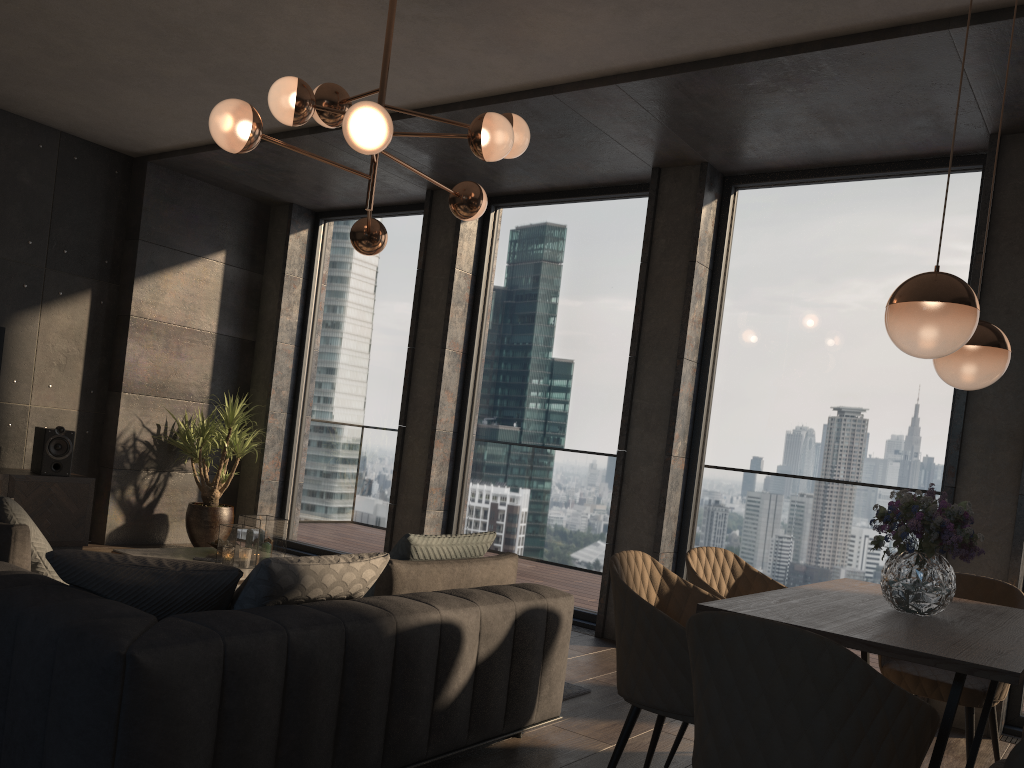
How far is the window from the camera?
5.0 meters

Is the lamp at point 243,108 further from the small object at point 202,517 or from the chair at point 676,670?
the small object at point 202,517

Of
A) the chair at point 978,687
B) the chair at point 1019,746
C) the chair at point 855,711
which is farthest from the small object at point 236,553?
the chair at point 1019,746

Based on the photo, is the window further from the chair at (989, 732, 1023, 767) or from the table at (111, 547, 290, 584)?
the chair at (989, 732, 1023, 767)

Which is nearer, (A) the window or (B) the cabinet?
(A) the window

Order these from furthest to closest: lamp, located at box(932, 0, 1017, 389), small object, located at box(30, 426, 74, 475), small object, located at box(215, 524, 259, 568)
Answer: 1. small object, located at box(30, 426, 74, 475)
2. small object, located at box(215, 524, 259, 568)
3. lamp, located at box(932, 0, 1017, 389)

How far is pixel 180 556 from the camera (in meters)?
4.82

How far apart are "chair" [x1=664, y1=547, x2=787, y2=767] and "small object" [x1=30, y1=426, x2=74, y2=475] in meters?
4.8 m

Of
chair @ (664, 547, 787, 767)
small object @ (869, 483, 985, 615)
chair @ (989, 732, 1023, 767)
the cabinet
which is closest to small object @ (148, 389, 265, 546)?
the cabinet

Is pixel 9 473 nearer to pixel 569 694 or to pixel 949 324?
pixel 569 694
